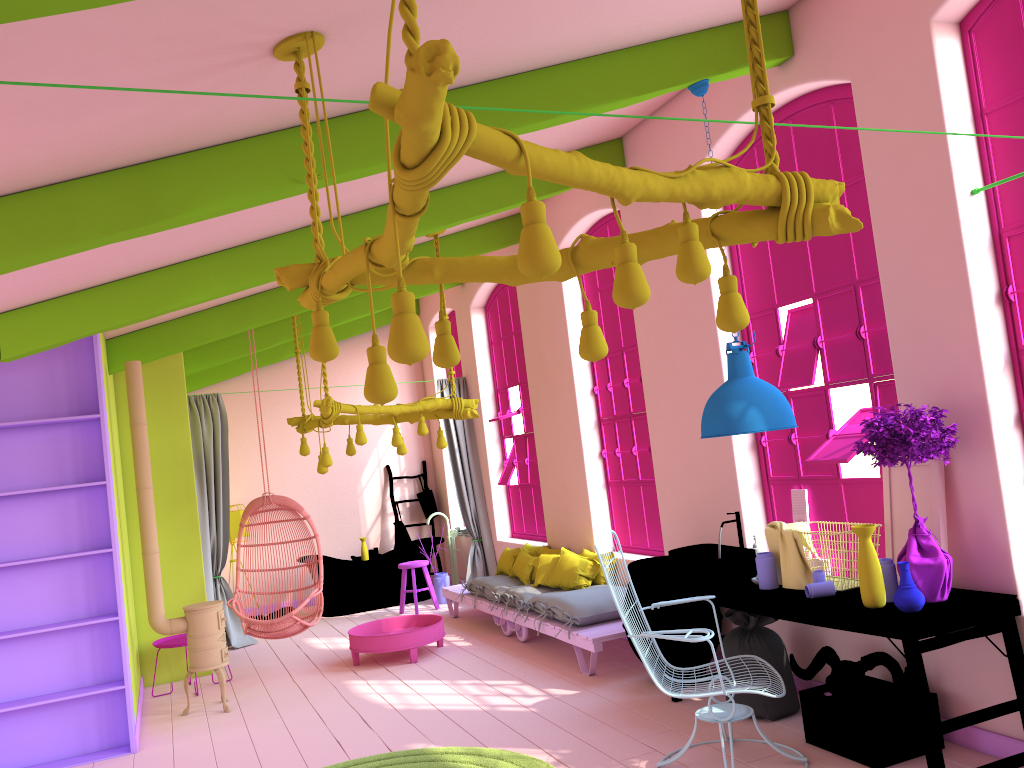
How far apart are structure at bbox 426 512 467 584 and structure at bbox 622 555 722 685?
5.3 meters

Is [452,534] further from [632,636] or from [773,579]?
[632,636]

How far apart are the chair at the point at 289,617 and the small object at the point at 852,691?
4.5 meters

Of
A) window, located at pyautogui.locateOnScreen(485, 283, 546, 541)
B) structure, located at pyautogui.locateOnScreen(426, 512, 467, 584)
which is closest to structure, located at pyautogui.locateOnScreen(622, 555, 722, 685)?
window, located at pyautogui.locateOnScreen(485, 283, 546, 541)

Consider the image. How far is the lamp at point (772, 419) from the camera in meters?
4.7

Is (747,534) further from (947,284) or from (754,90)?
(754,90)

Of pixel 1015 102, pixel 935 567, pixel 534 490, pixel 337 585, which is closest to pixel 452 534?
pixel 337 585

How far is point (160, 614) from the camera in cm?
691

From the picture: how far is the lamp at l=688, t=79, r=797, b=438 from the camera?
4.7m

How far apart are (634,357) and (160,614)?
4.4m
